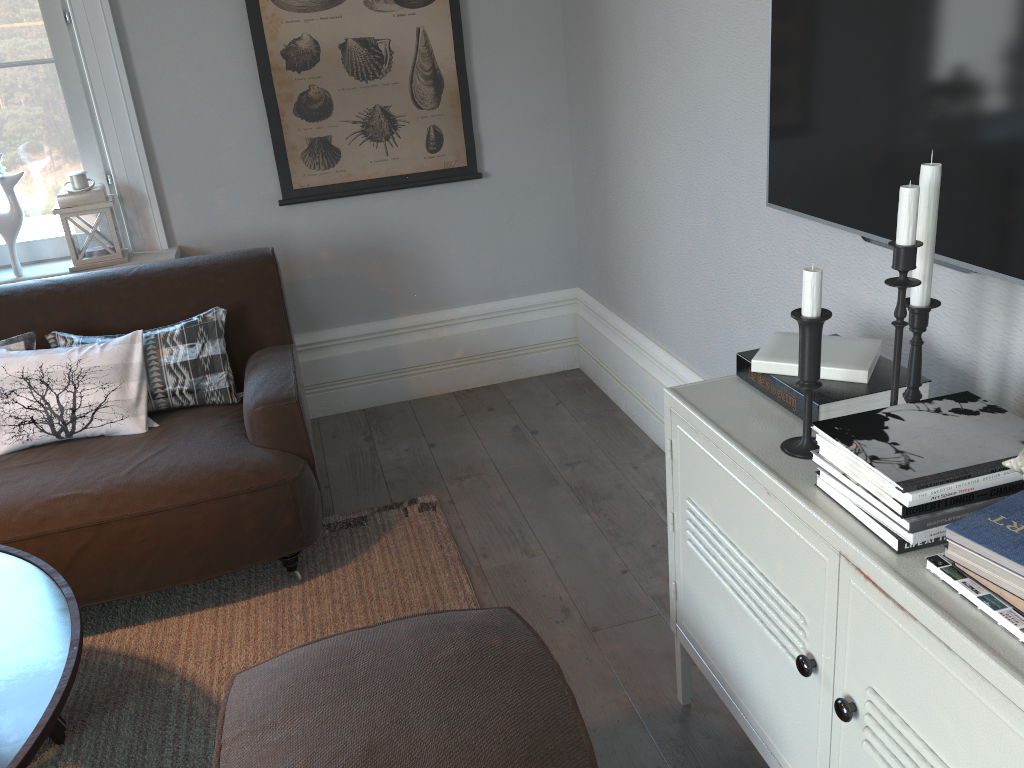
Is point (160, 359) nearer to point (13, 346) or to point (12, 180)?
point (13, 346)

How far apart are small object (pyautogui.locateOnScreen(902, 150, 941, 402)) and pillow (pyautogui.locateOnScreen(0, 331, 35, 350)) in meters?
2.3

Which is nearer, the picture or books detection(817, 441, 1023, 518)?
books detection(817, 441, 1023, 518)

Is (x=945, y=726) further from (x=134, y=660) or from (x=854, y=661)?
(x=134, y=660)

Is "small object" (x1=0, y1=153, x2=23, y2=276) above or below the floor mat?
above

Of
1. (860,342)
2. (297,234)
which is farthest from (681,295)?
(297,234)

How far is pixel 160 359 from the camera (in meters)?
2.64

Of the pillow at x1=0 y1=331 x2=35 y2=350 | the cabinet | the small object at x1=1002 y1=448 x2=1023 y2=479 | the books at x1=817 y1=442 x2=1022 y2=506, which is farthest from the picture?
the small object at x1=1002 y1=448 x2=1023 y2=479

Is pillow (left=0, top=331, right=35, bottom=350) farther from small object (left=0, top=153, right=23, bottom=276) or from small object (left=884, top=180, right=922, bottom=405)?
small object (left=884, top=180, right=922, bottom=405)

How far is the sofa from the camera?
2.3 meters
